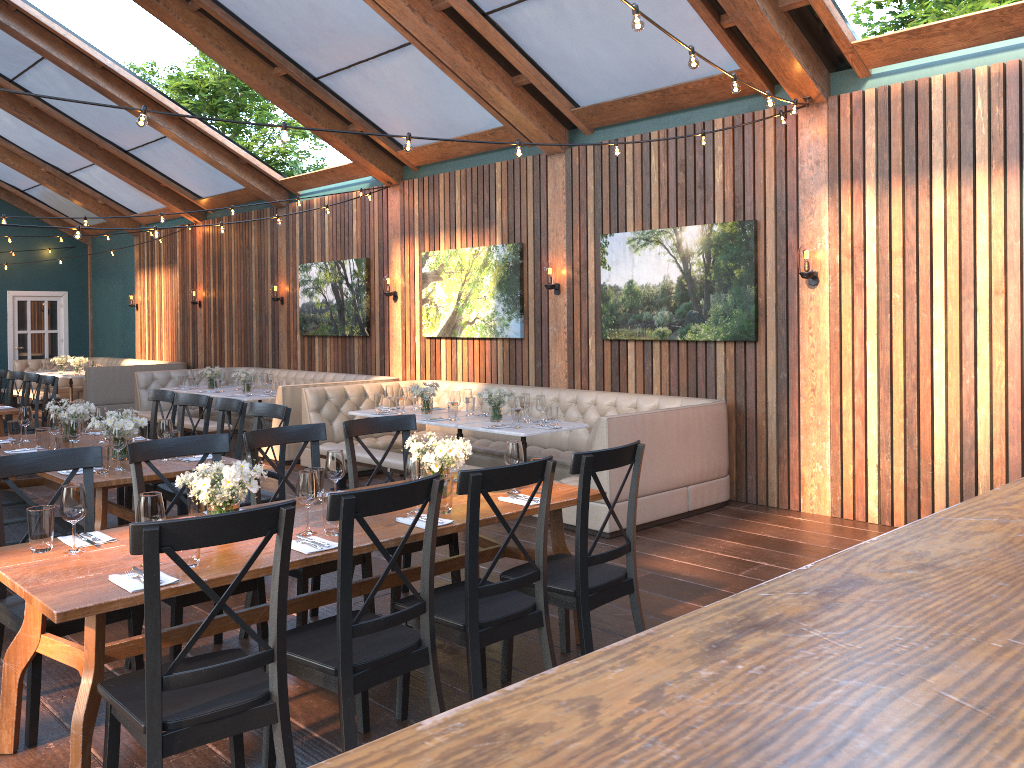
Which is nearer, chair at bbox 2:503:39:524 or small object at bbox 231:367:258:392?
chair at bbox 2:503:39:524

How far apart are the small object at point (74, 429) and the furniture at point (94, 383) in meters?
9.4

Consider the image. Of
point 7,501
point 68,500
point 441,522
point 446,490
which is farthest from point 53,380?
point 441,522

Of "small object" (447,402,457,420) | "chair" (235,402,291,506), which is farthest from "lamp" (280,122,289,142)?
"small object" (447,402,457,420)

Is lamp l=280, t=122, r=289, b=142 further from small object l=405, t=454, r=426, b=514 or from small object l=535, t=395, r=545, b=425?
small object l=535, t=395, r=545, b=425

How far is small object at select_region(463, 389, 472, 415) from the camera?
8.04m

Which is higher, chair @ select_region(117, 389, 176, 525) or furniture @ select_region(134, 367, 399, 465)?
chair @ select_region(117, 389, 176, 525)

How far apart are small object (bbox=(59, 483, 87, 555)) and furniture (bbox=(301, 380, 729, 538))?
3.7 meters

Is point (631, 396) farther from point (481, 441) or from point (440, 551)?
point (440, 551)

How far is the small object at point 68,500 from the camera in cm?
317
